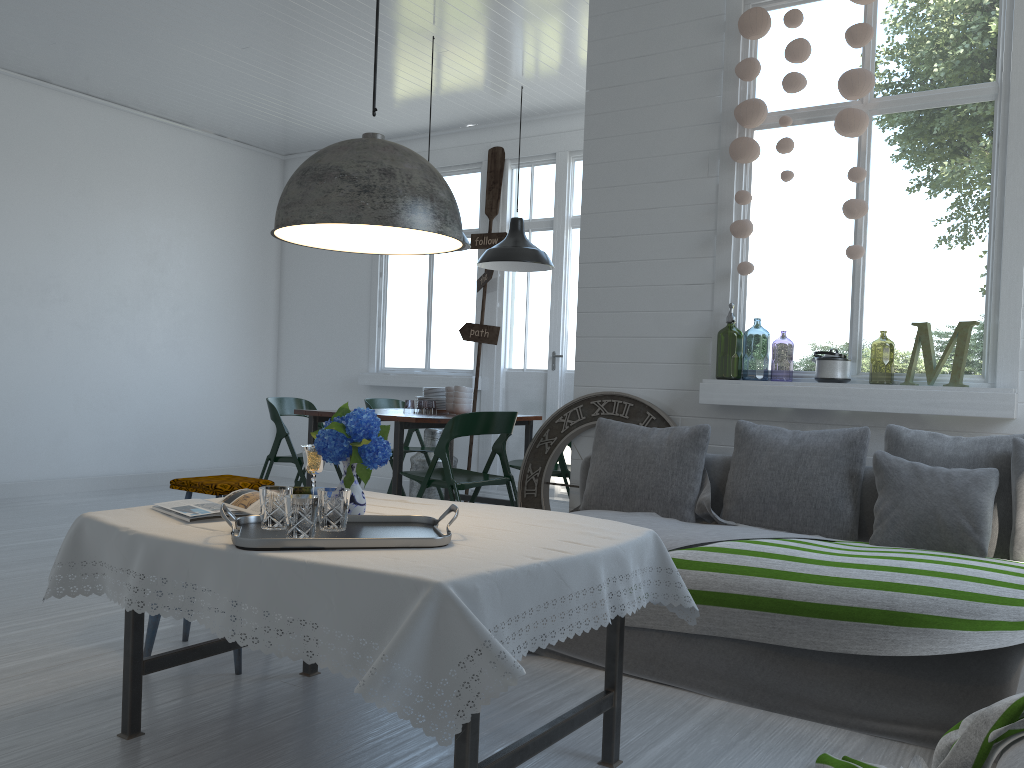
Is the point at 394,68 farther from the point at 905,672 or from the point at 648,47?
the point at 905,672

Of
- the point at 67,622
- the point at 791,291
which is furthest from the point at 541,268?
the point at 67,622

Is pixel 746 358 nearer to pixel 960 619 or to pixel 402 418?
pixel 402 418

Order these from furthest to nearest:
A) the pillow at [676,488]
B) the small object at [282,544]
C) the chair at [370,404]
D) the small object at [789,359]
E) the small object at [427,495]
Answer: the small object at [789,359] → the small object at [427,495] → the chair at [370,404] → the pillow at [676,488] → the small object at [282,544]

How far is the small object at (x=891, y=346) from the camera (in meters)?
10.71

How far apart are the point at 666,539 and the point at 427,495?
4.6m

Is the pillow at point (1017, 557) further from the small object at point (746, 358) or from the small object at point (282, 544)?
the small object at point (746, 358)

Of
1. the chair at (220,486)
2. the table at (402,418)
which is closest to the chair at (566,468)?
the table at (402,418)

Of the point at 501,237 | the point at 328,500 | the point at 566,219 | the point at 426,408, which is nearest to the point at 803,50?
the point at 328,500

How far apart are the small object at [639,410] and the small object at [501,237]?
3.02m
